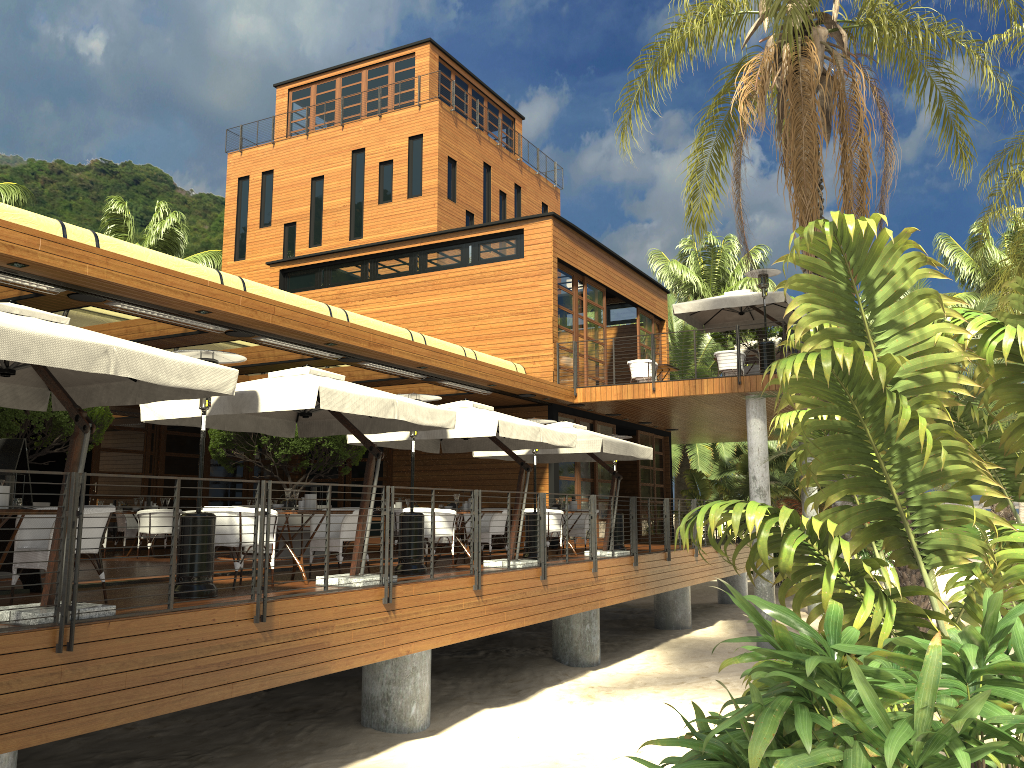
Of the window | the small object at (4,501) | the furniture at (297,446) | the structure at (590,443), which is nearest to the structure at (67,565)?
the structure at (590,443)

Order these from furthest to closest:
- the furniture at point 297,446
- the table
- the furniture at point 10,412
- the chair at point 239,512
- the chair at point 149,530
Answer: the chair at point 149,530 → the furniture at point 297,446 → the furniture at point 10,412 → the chair at point 239,512 → the table

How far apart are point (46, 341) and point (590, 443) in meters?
9.4

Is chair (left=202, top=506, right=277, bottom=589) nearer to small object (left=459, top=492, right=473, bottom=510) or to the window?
small object (left=459, top=492, right=473, bottom=510)

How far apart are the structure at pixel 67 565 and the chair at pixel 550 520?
1.16m

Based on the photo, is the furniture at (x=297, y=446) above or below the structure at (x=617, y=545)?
above

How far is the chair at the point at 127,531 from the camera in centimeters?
1526cm

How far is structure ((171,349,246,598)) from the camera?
7.7 meters

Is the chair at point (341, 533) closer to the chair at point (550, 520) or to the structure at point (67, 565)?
the structure at point (67, 565)

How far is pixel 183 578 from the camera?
7.7 meters
